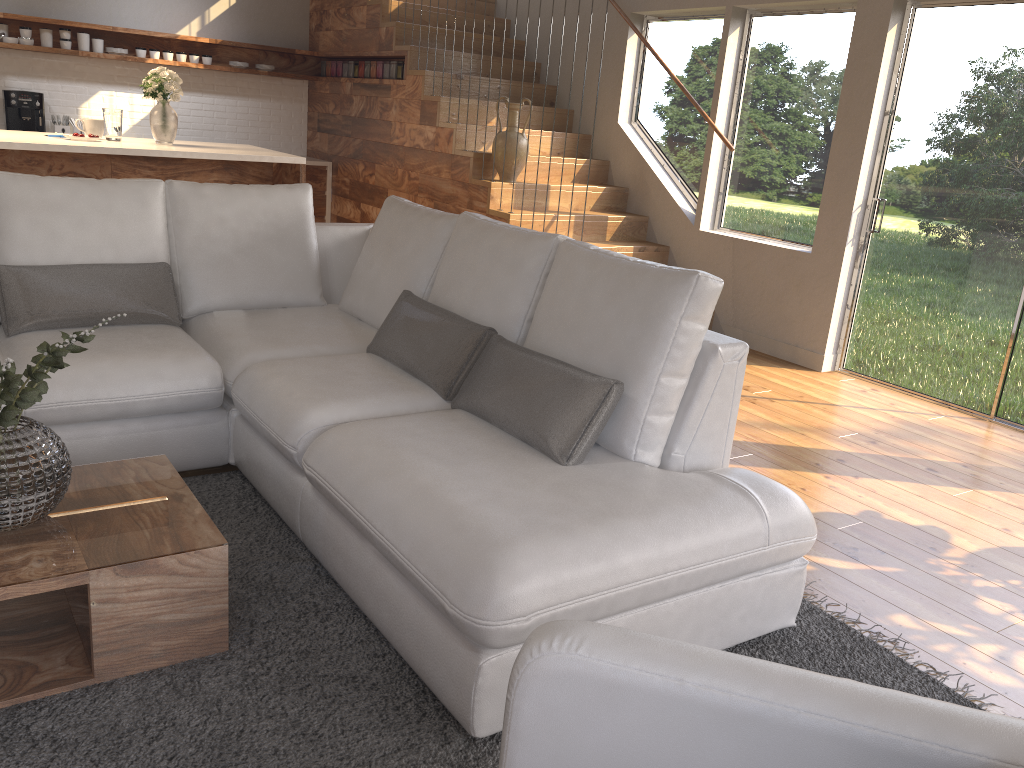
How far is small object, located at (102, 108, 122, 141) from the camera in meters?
5.2

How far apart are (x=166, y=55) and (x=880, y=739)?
8.0m

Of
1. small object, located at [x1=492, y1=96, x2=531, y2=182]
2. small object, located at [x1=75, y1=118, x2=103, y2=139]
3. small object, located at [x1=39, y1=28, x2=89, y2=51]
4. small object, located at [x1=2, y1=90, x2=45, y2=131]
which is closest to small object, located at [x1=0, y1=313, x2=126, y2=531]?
small object, located at [x1=75, y1=118, x2=103, y2=139]

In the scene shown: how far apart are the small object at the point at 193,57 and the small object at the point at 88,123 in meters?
2.7

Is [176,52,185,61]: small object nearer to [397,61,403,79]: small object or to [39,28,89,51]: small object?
[39,28,89,51]: small object

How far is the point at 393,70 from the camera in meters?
7.1 m

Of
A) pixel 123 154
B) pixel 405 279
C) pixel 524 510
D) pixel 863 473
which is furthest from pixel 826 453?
pixel 123 154

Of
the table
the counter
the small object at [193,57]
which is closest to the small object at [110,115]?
the small object at [193,57]

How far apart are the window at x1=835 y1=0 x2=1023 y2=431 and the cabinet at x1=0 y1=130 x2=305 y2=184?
3.4m

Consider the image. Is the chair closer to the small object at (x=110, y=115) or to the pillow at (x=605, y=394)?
the pillow at (x=605, y=394)
